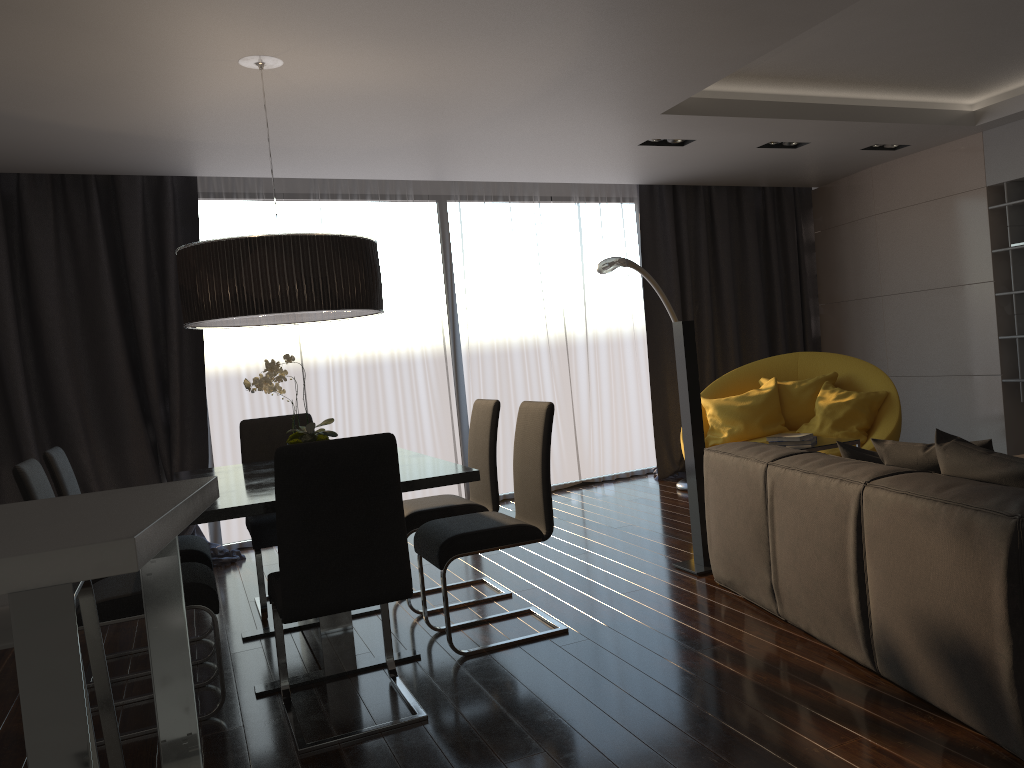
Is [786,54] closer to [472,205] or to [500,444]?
[472,205]

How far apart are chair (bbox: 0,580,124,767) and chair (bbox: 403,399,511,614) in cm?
219

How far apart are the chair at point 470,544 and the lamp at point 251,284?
0.8 meters

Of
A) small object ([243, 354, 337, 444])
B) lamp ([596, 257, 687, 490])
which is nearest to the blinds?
lamp ([596, 257, 687, 490])

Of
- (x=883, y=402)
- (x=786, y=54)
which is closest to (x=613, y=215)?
(x=883, y=402)

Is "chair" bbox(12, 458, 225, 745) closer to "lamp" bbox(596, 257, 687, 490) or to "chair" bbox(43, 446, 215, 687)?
"chair" bbox(43, 446, 215, 687)

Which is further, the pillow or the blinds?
the blinds

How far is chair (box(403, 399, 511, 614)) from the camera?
4.2 meters

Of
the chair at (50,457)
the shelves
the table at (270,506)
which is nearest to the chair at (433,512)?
the table at (270,506)

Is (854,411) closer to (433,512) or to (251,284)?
(433,512)
